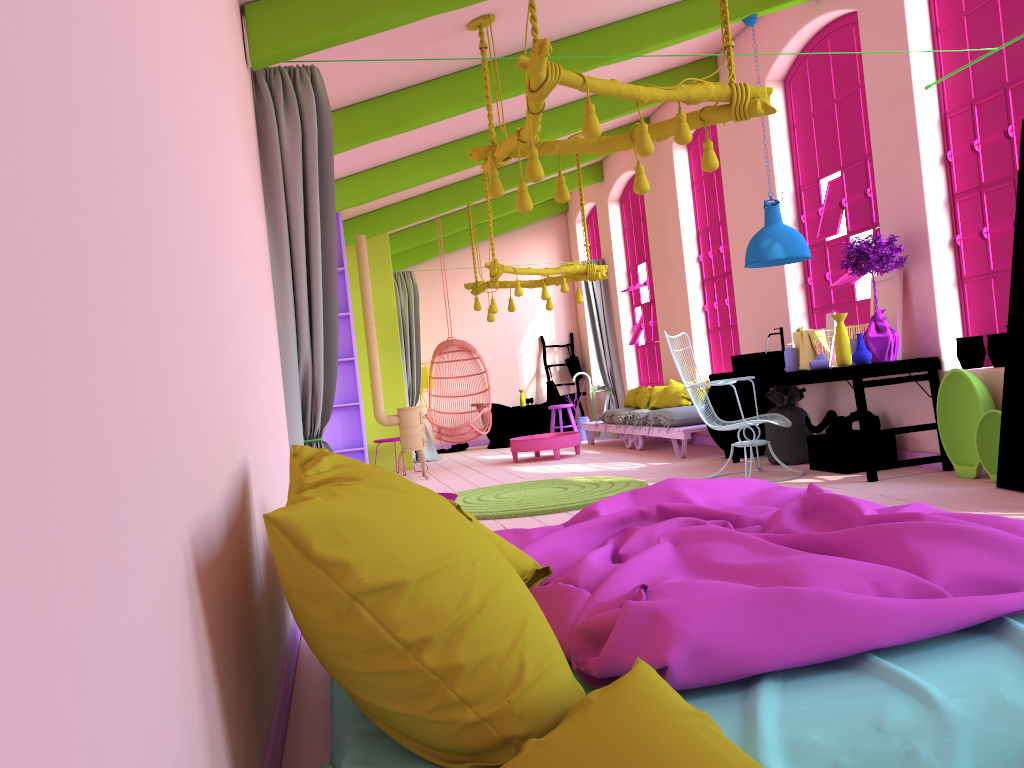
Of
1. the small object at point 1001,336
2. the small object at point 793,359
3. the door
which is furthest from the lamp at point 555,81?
the small object at point 793,359

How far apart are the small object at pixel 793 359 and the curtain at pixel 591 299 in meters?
6.0

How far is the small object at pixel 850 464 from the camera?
6.7 meters

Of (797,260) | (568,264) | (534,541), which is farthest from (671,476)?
(534,541)

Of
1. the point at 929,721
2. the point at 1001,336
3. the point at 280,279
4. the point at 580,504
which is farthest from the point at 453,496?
the point at 1001,336

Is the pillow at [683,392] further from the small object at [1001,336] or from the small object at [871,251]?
the small object at [1001,336]

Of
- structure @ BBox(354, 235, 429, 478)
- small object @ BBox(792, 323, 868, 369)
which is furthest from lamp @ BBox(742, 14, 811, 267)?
structure @ BBox(354, 235, 429, 478)

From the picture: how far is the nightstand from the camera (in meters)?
4.10

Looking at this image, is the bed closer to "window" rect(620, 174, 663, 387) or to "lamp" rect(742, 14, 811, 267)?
"lamp" rect(742, 14, 811, 267)

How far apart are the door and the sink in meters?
2.4
